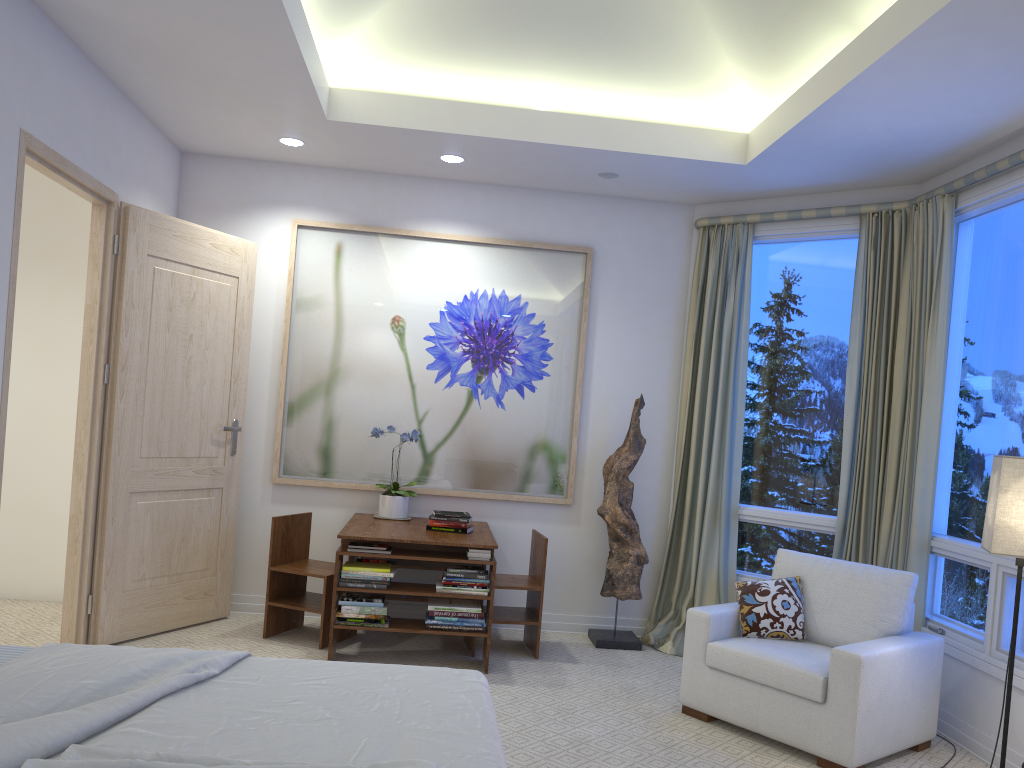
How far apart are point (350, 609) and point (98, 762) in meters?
2.6

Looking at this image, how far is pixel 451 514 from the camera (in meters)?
4.42

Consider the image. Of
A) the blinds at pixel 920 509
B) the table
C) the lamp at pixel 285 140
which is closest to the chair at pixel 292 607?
the table

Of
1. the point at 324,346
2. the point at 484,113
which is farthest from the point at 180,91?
the point at 324,346

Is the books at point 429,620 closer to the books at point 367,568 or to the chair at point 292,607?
the books at point 367,568

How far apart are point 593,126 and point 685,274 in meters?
1.2

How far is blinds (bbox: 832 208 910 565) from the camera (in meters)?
4.35

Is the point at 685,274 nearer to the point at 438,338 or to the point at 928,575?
the point at 438,338

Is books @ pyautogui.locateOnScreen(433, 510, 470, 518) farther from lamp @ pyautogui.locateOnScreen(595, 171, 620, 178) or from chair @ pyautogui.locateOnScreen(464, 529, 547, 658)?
lamp @ pyautogui.locateOnScreen(595, 171, 620, 178)

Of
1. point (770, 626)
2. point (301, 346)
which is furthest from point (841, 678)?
point (301, 346)
